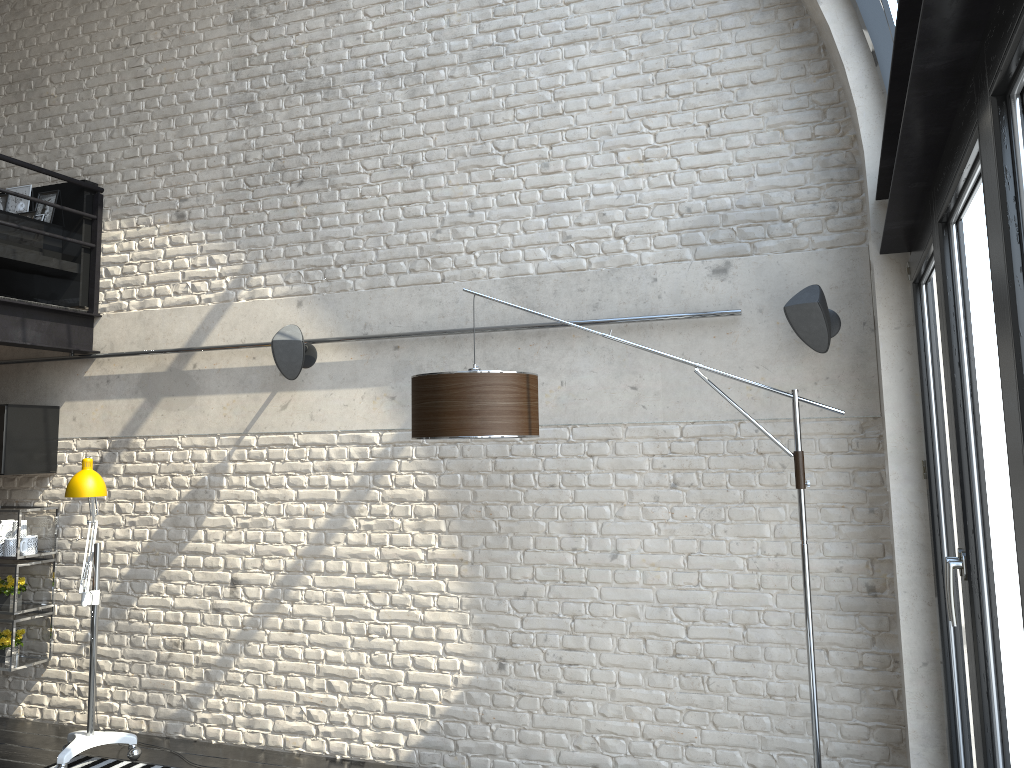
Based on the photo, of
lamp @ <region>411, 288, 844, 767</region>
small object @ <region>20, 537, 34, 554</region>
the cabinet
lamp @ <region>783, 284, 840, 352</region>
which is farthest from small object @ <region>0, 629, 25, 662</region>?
lamp @ <region>783, 284, 840, 352</region>

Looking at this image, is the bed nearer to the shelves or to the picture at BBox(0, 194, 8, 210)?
the picture at BBox(0, 194, 8, 210)

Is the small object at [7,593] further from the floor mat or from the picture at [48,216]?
the picture at [48,216]

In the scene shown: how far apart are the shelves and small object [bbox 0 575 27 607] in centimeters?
8cm

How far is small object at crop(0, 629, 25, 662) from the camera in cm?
540

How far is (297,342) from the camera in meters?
4.7 m

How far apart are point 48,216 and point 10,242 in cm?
43

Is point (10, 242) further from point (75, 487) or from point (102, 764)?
point (102, 764)

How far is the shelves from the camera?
5.4 meters

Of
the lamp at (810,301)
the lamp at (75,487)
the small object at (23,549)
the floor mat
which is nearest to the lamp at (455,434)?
the lamp at (810,301)
